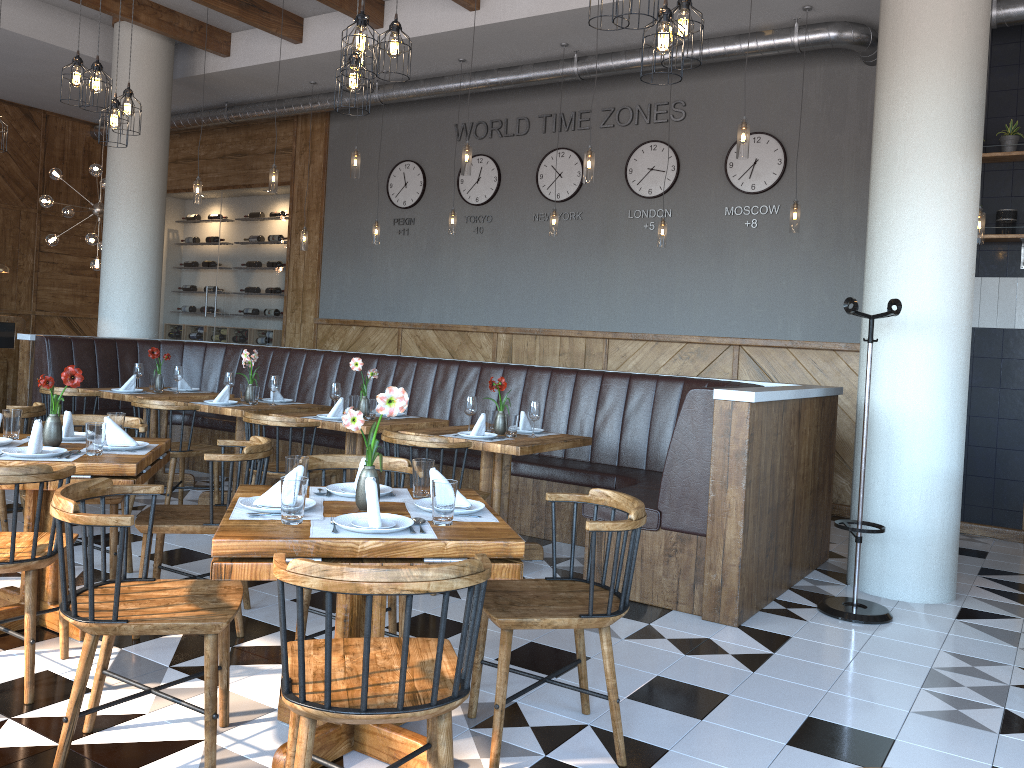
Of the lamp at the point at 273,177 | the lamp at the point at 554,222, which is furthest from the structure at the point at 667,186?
the lamp at the point at 273,177

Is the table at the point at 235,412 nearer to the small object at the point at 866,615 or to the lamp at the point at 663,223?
the lamp at the point at 663,223

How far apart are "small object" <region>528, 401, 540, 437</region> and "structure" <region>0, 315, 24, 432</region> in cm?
545

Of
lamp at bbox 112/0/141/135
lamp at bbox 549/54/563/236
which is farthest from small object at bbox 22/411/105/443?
lamp at bbox 549/54/563/236

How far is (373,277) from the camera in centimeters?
1045cm

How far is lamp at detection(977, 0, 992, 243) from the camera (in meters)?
6.19

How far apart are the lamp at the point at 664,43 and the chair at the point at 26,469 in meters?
2.8 m

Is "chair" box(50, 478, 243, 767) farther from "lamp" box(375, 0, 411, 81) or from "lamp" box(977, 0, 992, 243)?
"lamp" box(977, 0, 992, 243)

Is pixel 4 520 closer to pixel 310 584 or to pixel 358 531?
pixel 358 531

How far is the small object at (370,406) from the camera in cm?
580
